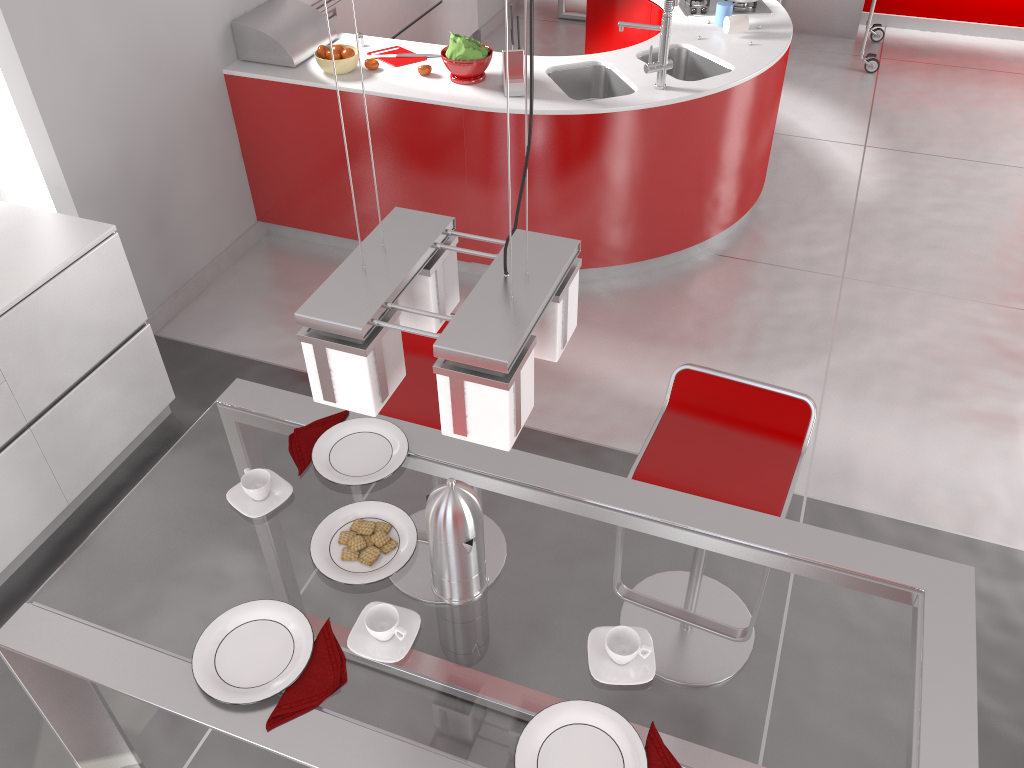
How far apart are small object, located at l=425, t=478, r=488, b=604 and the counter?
2.4 meters

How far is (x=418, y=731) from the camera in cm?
149

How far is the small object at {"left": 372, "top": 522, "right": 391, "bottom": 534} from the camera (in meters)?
1.82

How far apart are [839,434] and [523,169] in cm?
172

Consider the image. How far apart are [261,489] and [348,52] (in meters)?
2.74

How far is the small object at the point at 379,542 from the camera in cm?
178

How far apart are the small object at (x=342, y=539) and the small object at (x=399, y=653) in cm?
20

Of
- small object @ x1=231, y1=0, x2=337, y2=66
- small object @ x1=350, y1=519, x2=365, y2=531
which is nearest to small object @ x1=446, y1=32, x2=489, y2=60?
small object @ x1=231, y1=0, x2=337, y2=66

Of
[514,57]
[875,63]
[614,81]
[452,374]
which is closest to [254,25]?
[514,57]

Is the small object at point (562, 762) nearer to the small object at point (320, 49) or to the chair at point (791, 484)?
the chair at point (791, 484)
